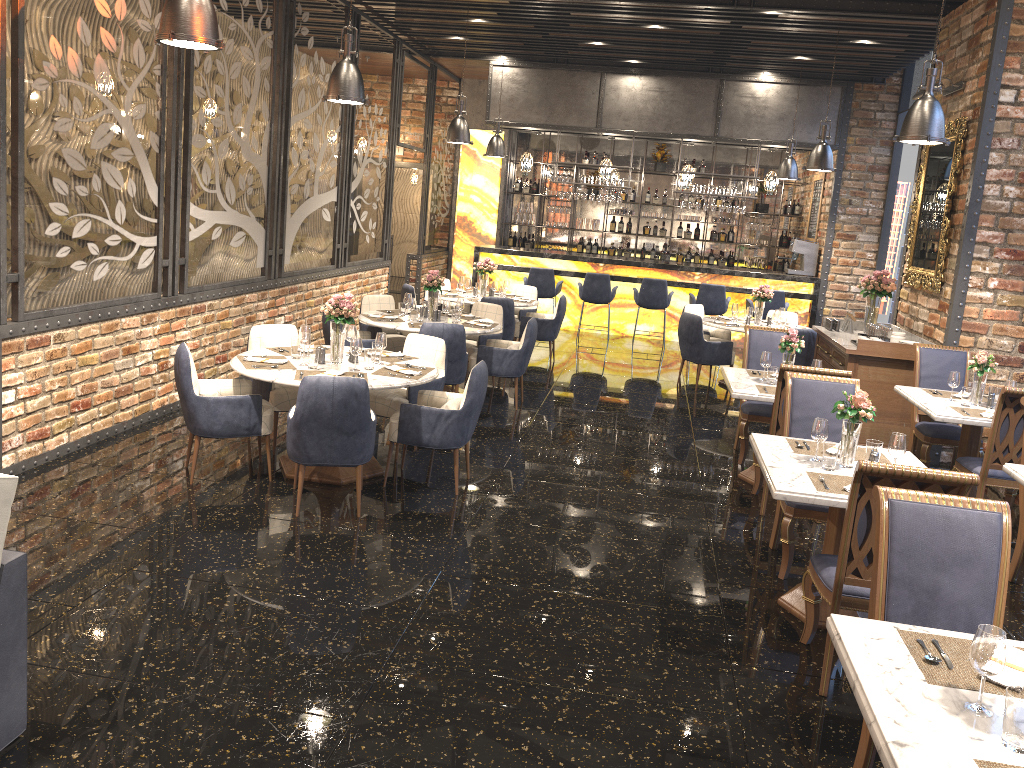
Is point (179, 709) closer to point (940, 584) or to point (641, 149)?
point (940, 584)

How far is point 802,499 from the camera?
3.95m

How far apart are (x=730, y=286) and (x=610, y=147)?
4.3m

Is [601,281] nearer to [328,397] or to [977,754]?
[328,397]

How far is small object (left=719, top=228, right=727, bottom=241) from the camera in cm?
1572

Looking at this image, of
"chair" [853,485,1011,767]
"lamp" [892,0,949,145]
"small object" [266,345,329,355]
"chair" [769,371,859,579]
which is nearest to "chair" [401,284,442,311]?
"small object" [266,345,329,355]

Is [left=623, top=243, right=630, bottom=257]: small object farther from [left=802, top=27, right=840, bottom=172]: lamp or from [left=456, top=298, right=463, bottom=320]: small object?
[left=456, top=298, right=463, bottom=320]: small object

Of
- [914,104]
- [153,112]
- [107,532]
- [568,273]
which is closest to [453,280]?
[568,273]

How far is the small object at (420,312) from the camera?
8.19m

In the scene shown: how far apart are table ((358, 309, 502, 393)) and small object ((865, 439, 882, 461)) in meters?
4.2 m
